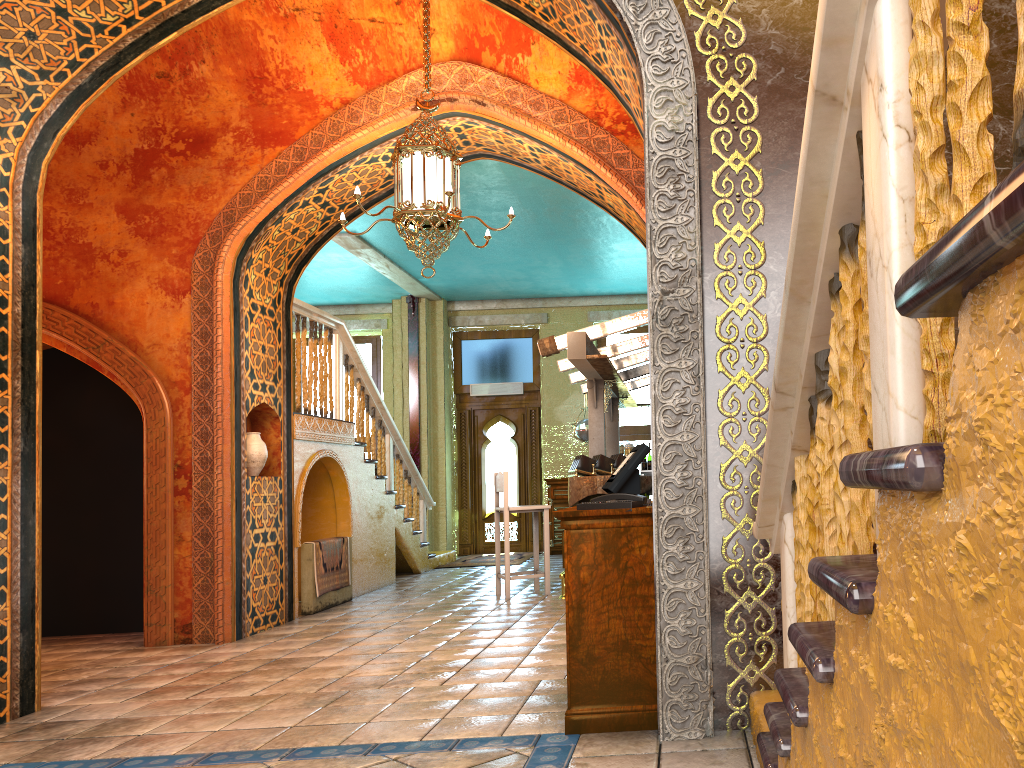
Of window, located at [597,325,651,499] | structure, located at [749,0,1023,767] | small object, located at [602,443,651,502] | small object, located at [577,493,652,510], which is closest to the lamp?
small object, located at [602,443,651,502]

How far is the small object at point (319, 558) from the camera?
9.0 meters

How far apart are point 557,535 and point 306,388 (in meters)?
6.22

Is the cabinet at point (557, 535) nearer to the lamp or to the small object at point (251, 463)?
the small object at point (251, 463)

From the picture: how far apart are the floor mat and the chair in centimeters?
372cm

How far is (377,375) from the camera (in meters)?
15.92

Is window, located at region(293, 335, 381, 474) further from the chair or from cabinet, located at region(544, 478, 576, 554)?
the chair

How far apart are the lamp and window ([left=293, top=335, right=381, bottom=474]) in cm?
890

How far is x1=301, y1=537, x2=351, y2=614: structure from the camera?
8.84m

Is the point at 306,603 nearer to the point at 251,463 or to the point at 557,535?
the point at 251,463
